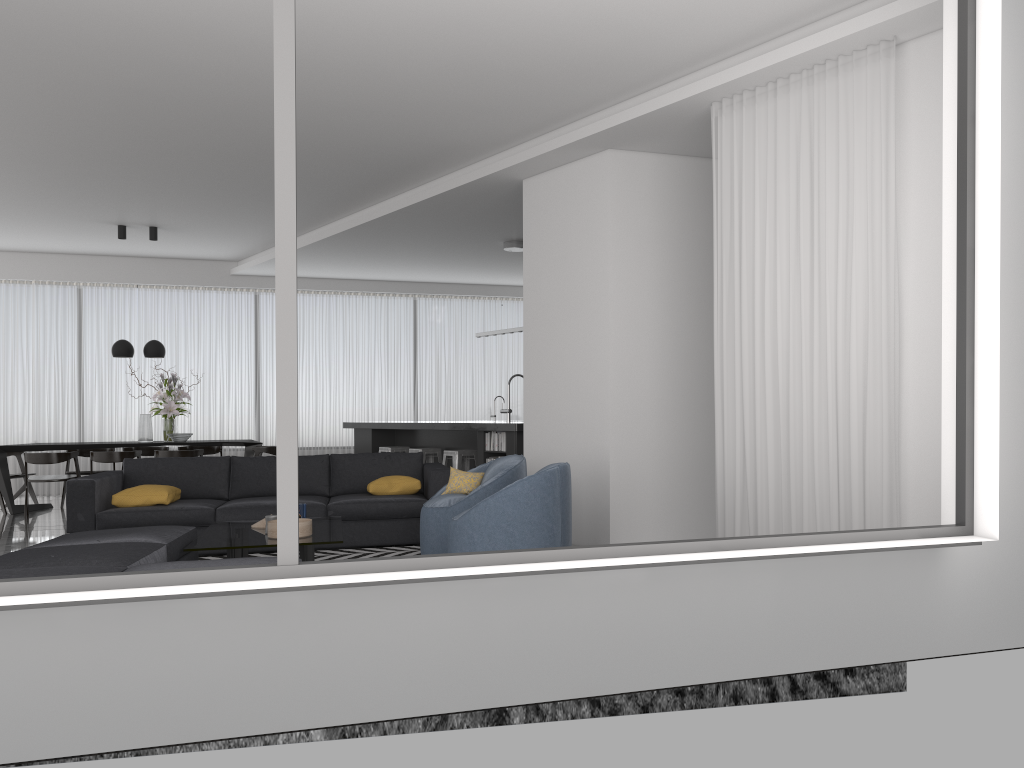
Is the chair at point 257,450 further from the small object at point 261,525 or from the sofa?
the small object at point 261,525

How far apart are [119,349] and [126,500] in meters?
4.4 m

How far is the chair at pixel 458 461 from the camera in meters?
9.3

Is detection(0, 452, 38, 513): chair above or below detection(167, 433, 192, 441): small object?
below

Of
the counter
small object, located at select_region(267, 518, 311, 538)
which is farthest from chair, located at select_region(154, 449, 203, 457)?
small object, located at select_region(267, 518, 311, 538)

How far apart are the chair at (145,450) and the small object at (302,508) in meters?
6.4

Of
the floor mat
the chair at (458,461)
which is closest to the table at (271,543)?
the floor mat

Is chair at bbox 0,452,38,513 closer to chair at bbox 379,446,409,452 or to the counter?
the counter

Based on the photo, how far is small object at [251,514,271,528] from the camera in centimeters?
582cm

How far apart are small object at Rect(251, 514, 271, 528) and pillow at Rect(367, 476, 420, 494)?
1.32m
